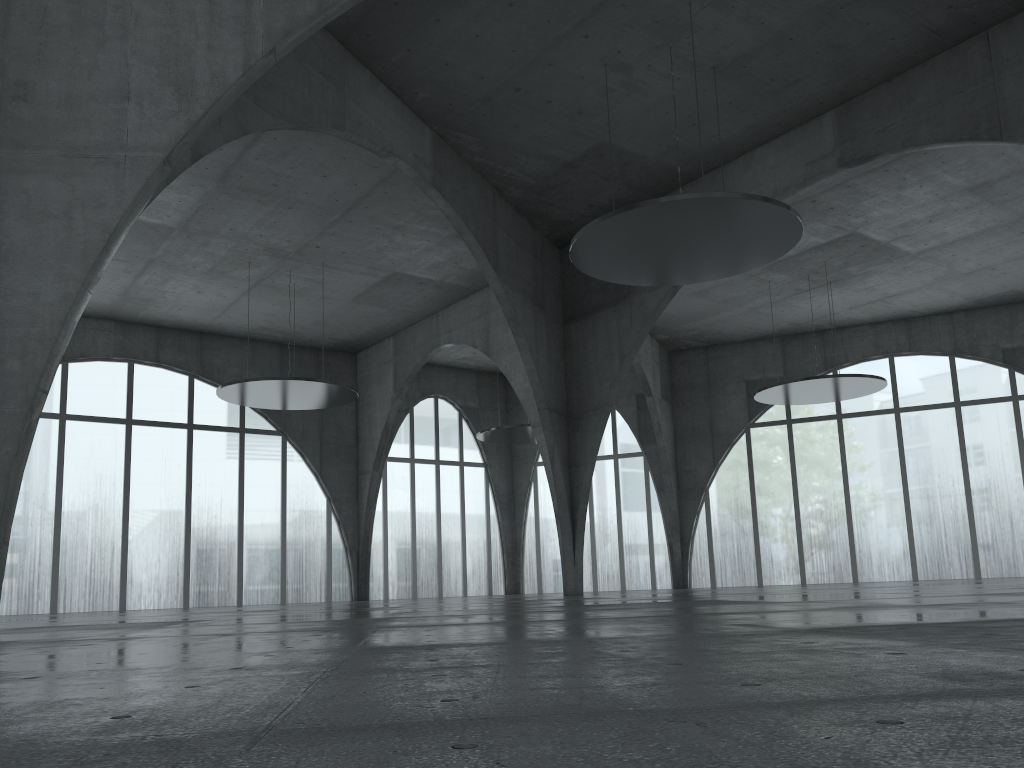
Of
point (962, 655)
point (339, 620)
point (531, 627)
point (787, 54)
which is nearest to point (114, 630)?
point (339, 620)

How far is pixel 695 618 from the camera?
14.7m
